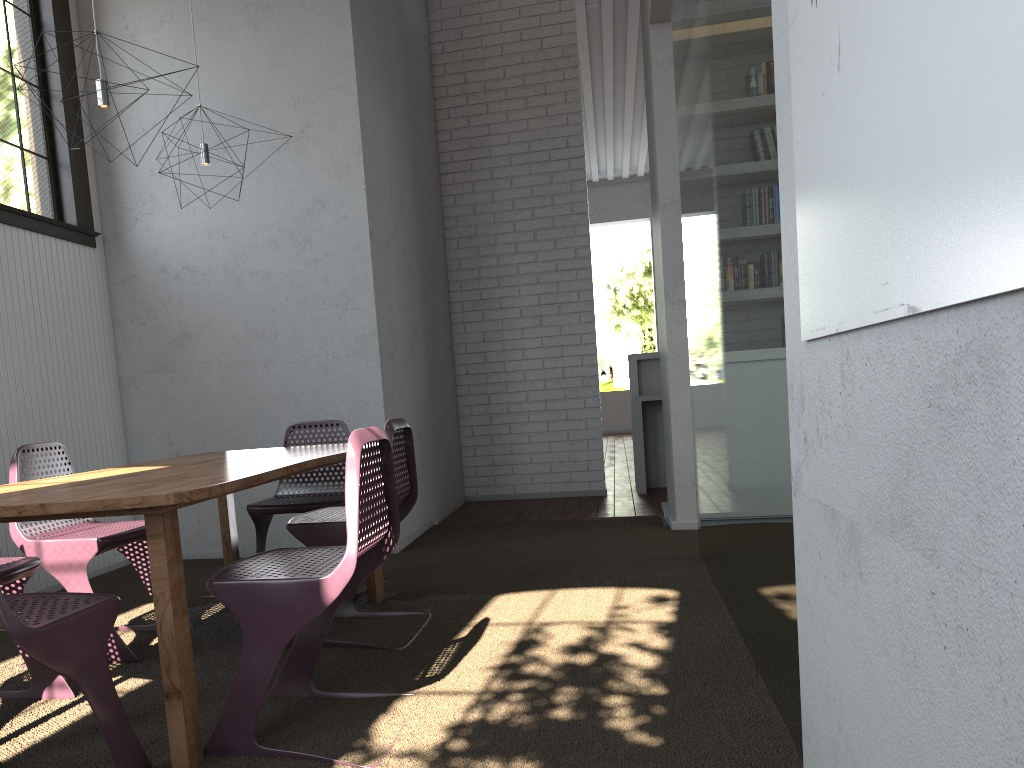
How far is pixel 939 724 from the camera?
0.93m
